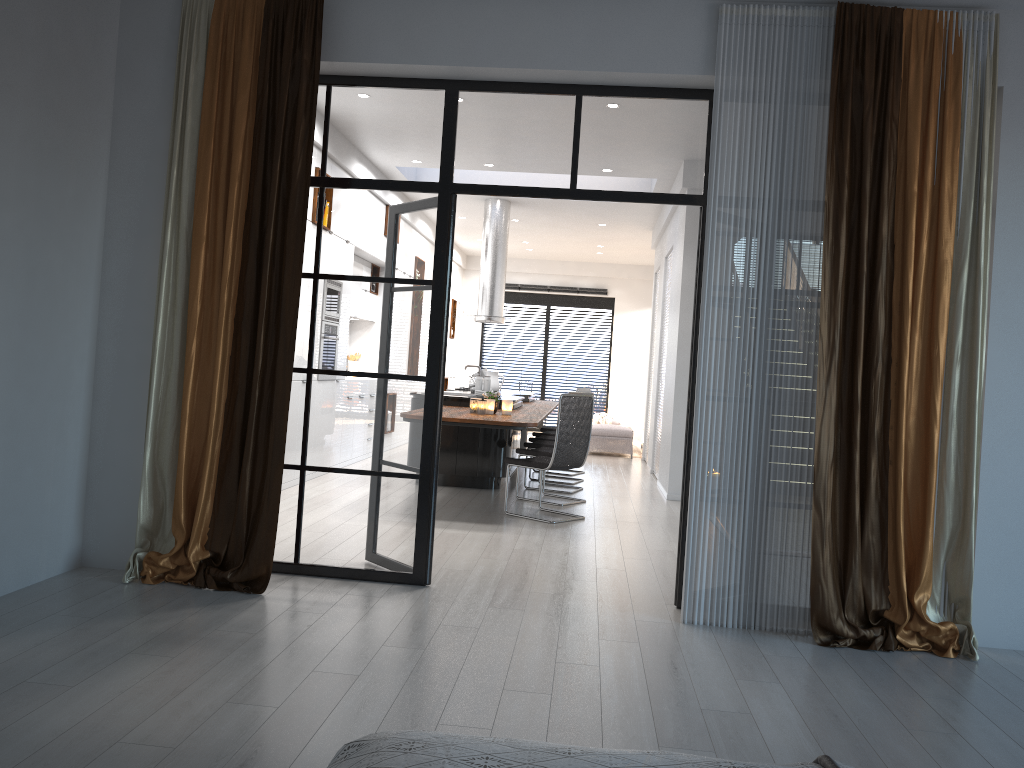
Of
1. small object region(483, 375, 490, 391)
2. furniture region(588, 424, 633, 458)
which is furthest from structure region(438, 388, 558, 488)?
furniture region(588, 424, 633, 458)

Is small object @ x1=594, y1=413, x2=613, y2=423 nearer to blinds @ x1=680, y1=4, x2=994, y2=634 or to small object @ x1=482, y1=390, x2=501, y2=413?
small object @ x1=482, y1=390, x2=501, y2=413

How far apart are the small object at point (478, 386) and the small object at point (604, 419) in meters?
6.6

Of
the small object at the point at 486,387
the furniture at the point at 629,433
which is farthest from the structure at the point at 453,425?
the furniture at the point at 629,433

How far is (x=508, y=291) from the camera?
17.39m

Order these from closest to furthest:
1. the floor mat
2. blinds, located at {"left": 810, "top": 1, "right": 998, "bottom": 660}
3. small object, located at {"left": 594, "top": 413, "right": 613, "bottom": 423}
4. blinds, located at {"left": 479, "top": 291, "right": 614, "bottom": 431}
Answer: blinds, located at {"left": 810, "top": 1, "right": 998, "bottom": 660}, the floor mat, small object, located at {"left": 594, "top": 413, "right": 613, "bottom": 423}, blinds, located at {"left": 479, "top": 291, "right": 614, "bottom": 431}

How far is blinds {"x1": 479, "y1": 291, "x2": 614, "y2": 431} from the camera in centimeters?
1725cm

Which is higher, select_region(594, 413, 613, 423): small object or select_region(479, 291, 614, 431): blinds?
select_region(479, 291, 614, 431): blinds

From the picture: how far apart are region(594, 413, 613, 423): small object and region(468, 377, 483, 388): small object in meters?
5.1 m

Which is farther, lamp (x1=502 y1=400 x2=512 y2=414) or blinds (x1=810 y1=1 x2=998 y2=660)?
lamp (x1=502 y1=400 x2=512 y2=414)
